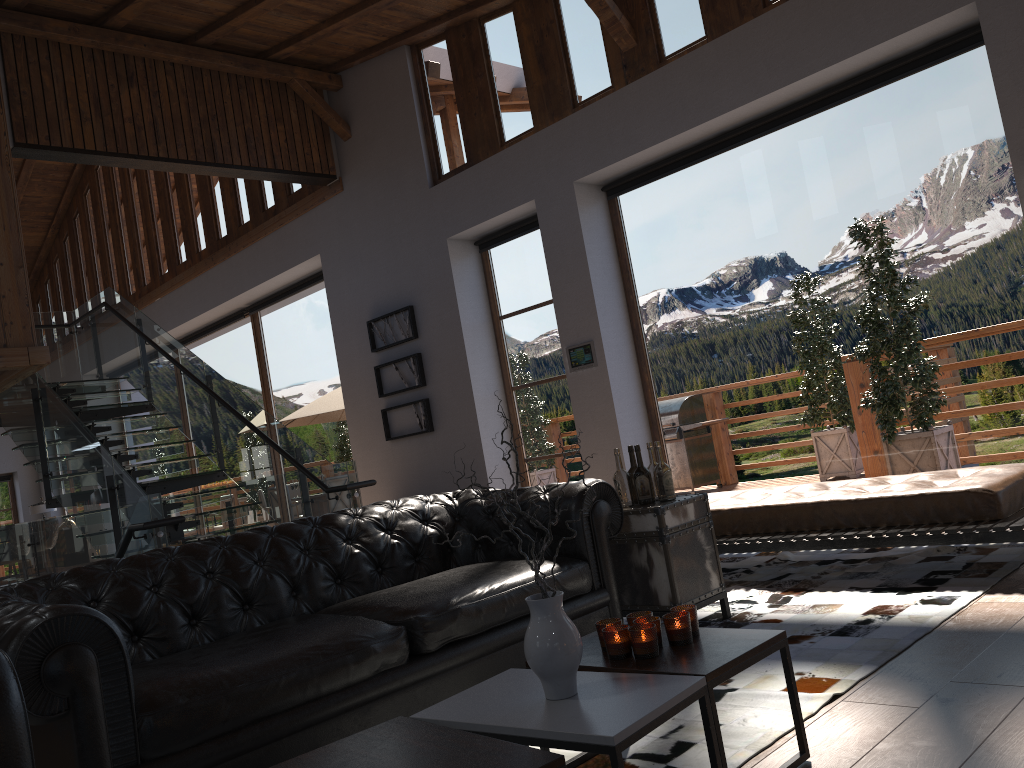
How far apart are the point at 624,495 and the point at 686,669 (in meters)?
1.98

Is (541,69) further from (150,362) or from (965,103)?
(150,362)

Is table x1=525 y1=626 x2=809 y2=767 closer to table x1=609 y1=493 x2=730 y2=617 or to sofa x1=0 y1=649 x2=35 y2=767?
table x1=609 y1=493 x2=730 y2=617

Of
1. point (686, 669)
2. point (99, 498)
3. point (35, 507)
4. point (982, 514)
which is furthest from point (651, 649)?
point (35, 507)

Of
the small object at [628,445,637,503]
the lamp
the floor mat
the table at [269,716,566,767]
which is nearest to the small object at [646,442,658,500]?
the small object at [628,445,637,503]

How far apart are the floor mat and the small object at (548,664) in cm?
57

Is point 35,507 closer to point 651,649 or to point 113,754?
point 113,754

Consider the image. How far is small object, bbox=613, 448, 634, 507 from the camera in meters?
4.2 m

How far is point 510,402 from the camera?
8.8m

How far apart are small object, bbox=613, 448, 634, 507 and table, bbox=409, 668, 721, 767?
1.8m
